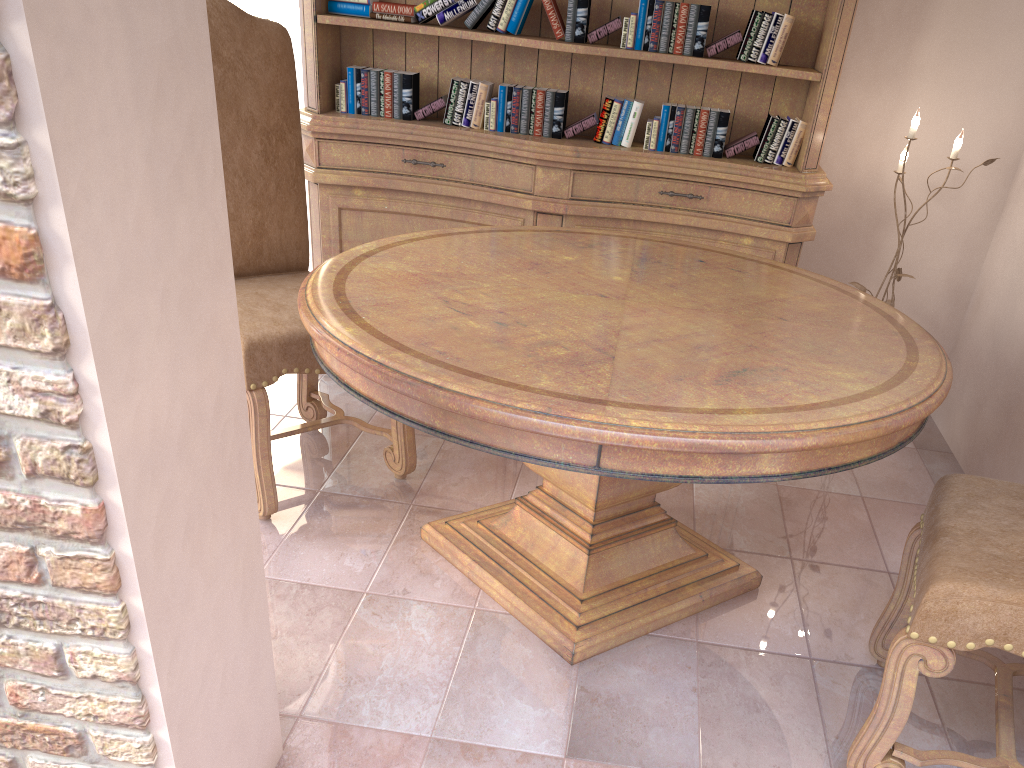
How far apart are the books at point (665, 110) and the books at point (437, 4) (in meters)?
0.77

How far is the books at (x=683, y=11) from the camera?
2.8 meters

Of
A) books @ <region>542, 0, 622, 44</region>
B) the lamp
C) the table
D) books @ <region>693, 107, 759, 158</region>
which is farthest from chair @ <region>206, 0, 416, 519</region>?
the lamp

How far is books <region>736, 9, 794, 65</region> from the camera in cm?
281

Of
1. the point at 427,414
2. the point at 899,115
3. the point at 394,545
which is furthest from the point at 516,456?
the point at 899,115

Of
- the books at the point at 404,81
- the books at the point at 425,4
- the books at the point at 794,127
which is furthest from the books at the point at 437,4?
the books at the point at 794,127

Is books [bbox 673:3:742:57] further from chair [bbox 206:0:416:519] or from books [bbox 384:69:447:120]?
chair [bbox 206:0:416:519]

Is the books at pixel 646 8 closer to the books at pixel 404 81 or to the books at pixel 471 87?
the books at pixel 471 87

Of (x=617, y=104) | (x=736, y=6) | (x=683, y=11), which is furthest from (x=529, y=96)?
→ (x=736, y=6)

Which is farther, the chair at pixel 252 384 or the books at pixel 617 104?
the books at pixel 617 104
